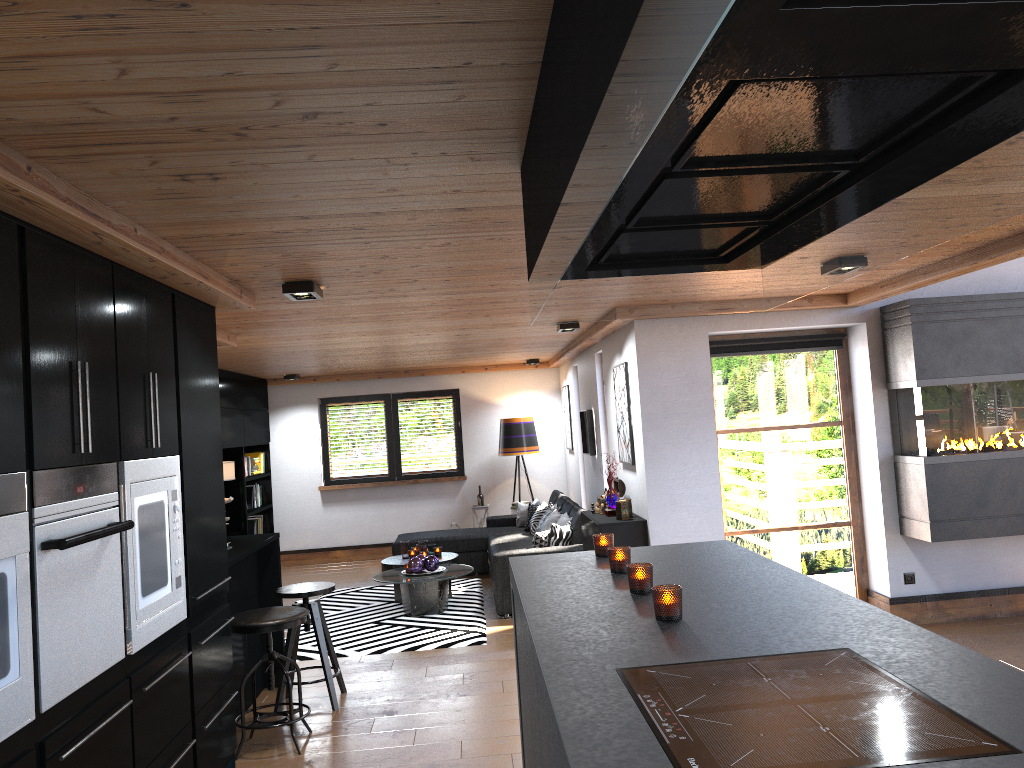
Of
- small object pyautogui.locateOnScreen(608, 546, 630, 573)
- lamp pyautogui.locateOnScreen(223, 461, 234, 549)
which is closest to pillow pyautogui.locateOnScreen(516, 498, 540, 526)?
lamp pyautogui.locateOnScreen(223, 461, 234, 549)

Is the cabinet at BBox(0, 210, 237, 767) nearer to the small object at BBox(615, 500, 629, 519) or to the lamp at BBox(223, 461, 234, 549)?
the lamp at BBox(223, 461, 234, 549)

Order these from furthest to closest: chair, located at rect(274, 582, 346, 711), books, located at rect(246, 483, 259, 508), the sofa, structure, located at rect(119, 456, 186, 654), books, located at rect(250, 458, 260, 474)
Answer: books, located at rect(250, 458, 260, 474) → books, located at rect(246, 483, 259, 508) → the sofa → chair, located at rect(274, 582, 346, 711) → structure, located at rect(119, 456, 186, 654)

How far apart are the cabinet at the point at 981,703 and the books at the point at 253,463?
7.94m

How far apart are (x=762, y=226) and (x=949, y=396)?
4.61m

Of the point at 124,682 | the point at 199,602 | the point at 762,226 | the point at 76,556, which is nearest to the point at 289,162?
the point at 762,226

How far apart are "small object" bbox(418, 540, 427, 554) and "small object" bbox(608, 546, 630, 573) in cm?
572

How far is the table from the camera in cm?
764

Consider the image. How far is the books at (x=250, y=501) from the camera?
10.58m

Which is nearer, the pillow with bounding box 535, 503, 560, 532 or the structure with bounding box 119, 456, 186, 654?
the structure with bounding box 119, 456, 186, 654
